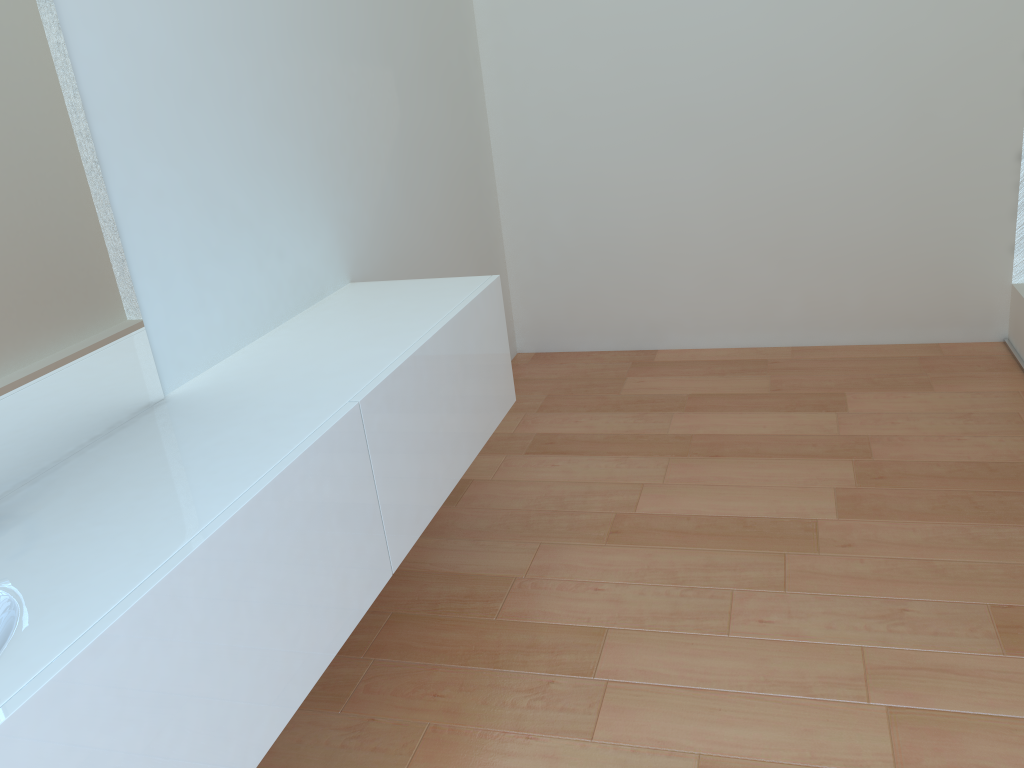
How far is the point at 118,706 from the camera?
1.1m

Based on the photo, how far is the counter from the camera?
1.05m

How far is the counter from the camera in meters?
1.1
